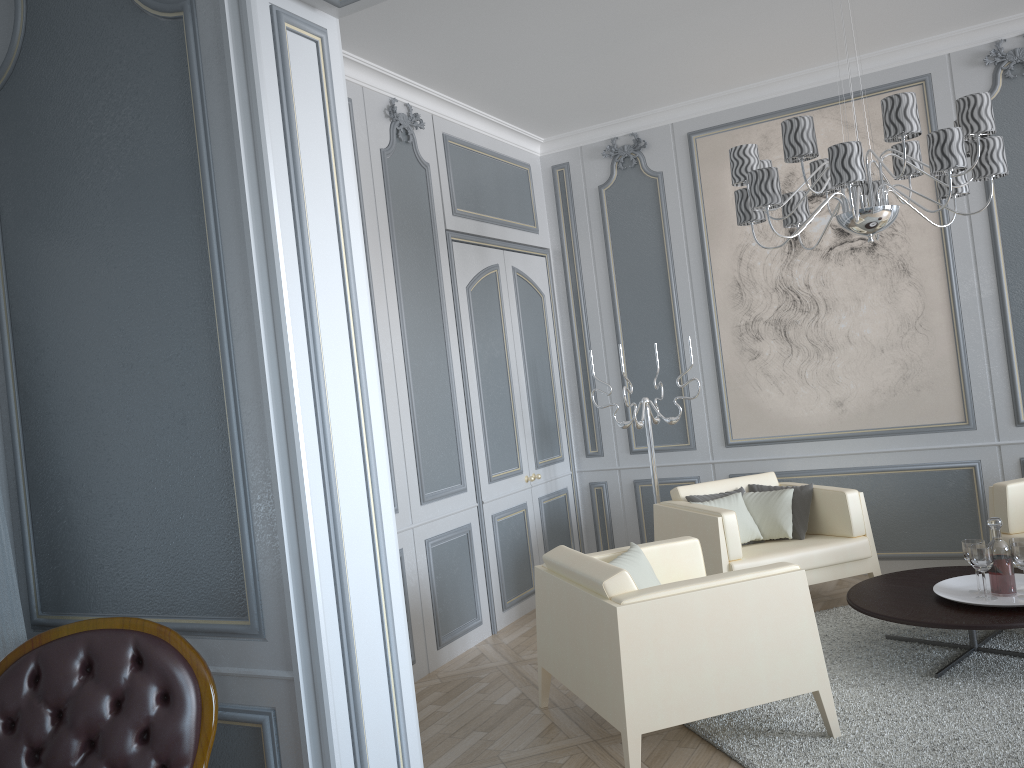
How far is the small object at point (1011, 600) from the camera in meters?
3.2

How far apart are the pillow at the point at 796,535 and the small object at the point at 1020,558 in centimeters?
115cm

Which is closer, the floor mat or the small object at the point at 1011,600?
the floor mat

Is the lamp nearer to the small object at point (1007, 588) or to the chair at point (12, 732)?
the small object at point (1007, 588)

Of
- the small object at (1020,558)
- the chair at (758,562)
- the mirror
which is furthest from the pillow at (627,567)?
the mirror

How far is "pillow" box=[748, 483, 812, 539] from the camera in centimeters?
437cm

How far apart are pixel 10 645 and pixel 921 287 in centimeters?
431cm

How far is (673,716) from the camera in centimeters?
267cm

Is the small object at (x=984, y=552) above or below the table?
above

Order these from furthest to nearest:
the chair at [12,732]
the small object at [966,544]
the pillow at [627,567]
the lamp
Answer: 1. the small object at [966,544]
2. the pillow at [627,567]
3. the lamp
4. the chair at [12,732]
